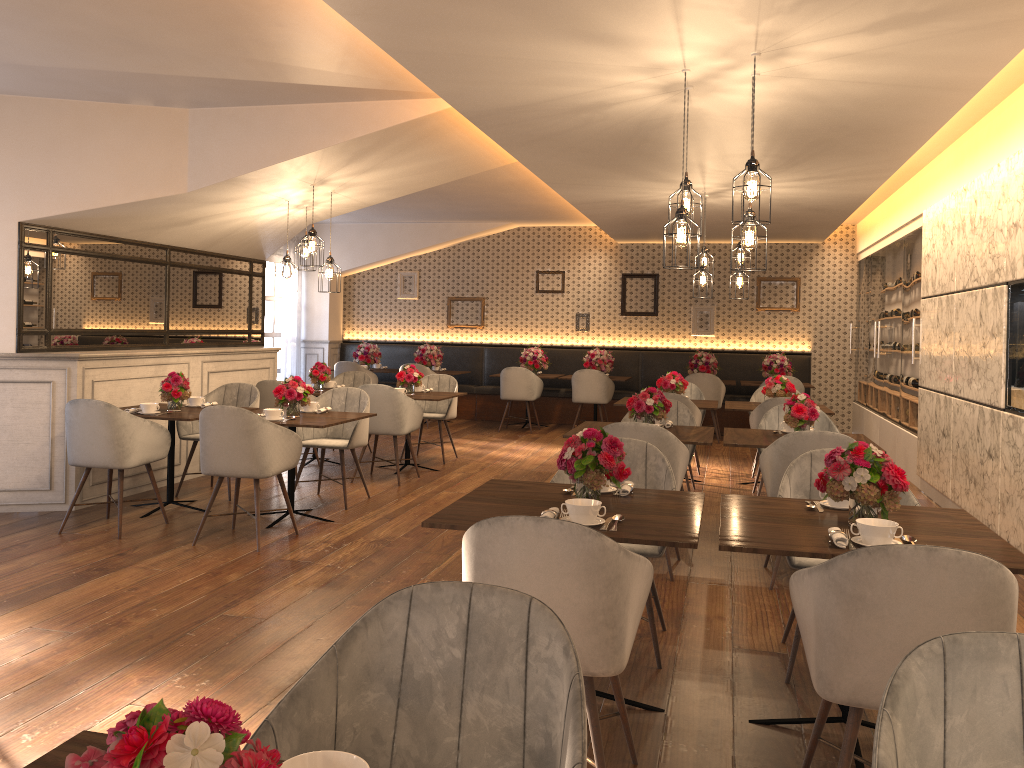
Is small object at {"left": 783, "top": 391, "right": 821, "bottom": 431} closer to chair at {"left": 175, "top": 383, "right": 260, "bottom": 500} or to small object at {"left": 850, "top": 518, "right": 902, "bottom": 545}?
small object at {"left": 850, "top": 518, "right": 902, "bottom": 545}

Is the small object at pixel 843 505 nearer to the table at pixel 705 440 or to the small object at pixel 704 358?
the table at pixel 705 440

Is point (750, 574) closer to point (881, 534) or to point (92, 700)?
point (881, 534)

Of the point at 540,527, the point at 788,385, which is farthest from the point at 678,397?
the point at 540,527

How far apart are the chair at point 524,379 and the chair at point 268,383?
4.3m

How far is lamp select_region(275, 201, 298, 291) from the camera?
7.2 meters

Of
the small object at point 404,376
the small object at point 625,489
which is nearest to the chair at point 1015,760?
the small object at point 625,489

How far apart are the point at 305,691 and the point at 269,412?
4.5 meters

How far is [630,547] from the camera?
3.7m

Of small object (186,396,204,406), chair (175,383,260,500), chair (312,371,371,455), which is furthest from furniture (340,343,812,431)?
small object (186,396,204,406)
